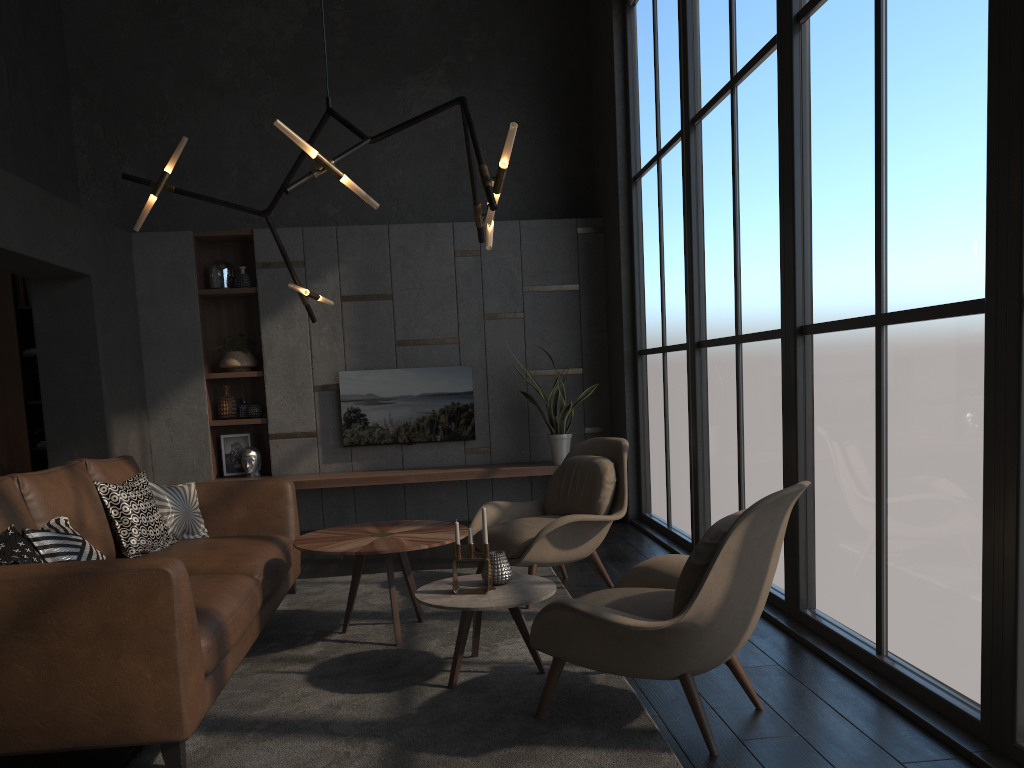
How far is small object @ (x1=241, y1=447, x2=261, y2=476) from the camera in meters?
7.3 m

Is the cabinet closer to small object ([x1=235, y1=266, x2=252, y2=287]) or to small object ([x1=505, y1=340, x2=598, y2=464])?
small object ([x1=235, y1=266, x2=252, y2=287])

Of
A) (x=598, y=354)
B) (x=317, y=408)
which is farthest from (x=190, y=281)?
(x=598, y=354)

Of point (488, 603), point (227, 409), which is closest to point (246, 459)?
point (227, 409)

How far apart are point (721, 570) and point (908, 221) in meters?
1.4 m

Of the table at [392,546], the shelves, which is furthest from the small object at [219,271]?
the table at [392,546]

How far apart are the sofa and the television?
2.4 meters

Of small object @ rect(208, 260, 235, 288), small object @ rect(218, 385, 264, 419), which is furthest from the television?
small object @ rect(208, 260, 235, 288)

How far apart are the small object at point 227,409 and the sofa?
2.6 meters

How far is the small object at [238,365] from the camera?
7.36m
